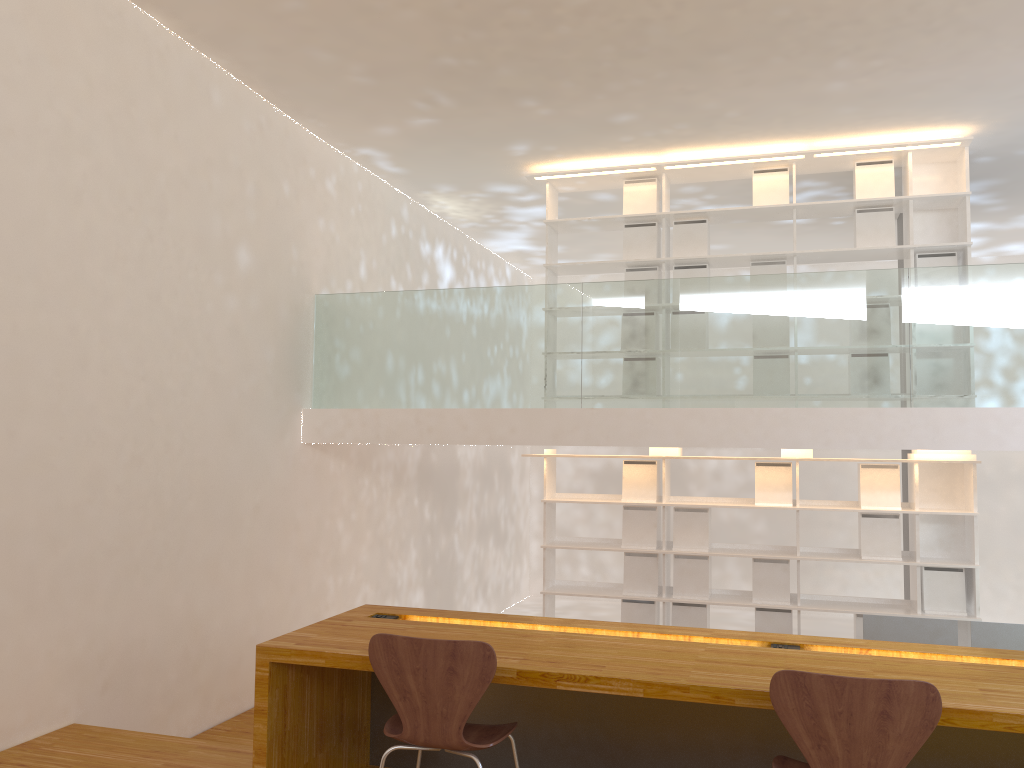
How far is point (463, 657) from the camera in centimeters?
247cm

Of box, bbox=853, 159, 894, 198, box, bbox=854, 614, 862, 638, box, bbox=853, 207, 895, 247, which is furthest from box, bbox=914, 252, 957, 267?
box, bbox=854, 614, 862, 638

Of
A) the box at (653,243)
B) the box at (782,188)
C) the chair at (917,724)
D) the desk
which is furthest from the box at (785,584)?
the chair at (917,724)

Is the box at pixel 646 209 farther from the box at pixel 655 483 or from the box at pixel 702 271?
the box at pixel 655 483

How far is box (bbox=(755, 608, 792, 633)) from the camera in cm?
600

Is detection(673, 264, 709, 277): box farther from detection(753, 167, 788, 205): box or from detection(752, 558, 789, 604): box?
detection(752, 558, 789, 604): box

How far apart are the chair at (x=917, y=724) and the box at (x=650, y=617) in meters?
3.9 m

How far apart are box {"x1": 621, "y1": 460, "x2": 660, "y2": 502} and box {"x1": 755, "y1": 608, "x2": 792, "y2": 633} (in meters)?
1.02

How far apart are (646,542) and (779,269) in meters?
2.1

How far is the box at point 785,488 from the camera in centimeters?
605cm
